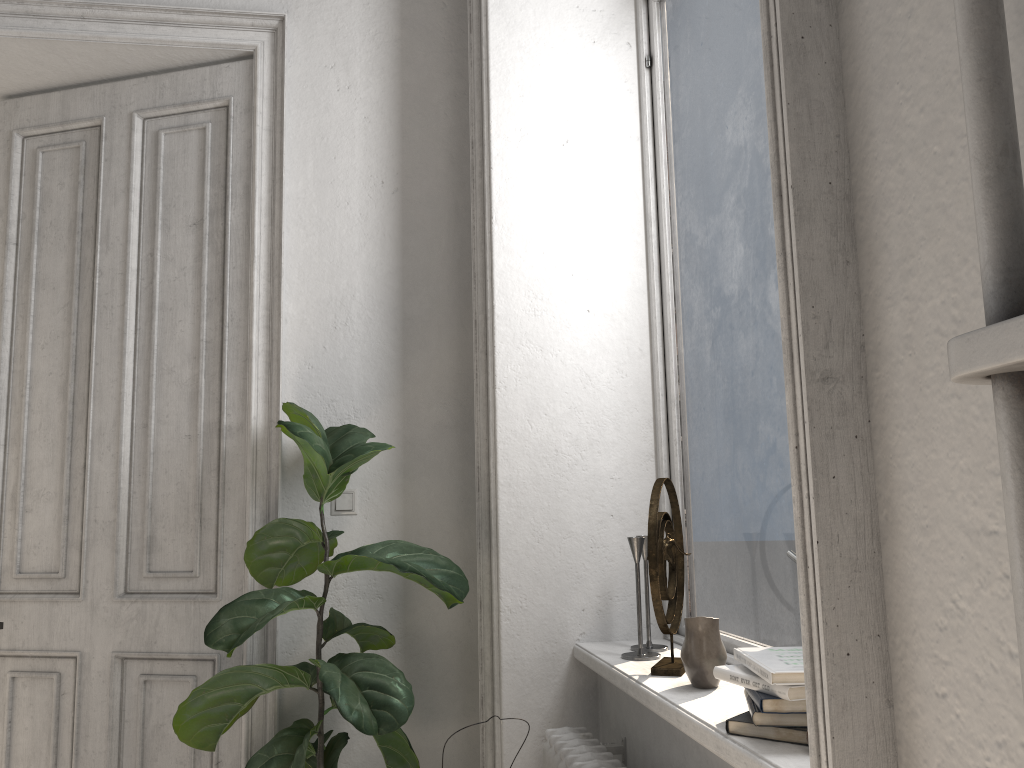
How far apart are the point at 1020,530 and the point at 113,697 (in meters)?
2.89

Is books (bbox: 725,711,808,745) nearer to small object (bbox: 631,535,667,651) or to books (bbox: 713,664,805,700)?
books (bbox: 713,664,805,700)

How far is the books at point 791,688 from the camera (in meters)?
1.30

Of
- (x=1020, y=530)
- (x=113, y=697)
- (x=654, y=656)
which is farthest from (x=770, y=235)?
(x=113, y=697)

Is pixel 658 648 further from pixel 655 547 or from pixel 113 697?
pixel 113 697

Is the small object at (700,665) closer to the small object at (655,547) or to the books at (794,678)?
the small object at (655,547)

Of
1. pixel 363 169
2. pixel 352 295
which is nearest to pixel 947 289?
pixel 352 295

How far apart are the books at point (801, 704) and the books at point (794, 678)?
0.03m

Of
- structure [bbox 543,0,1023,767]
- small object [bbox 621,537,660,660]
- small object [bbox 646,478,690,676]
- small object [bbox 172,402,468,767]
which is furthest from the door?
small object [bbox 646,478,690,676]

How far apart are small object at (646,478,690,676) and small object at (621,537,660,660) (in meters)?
0.08
